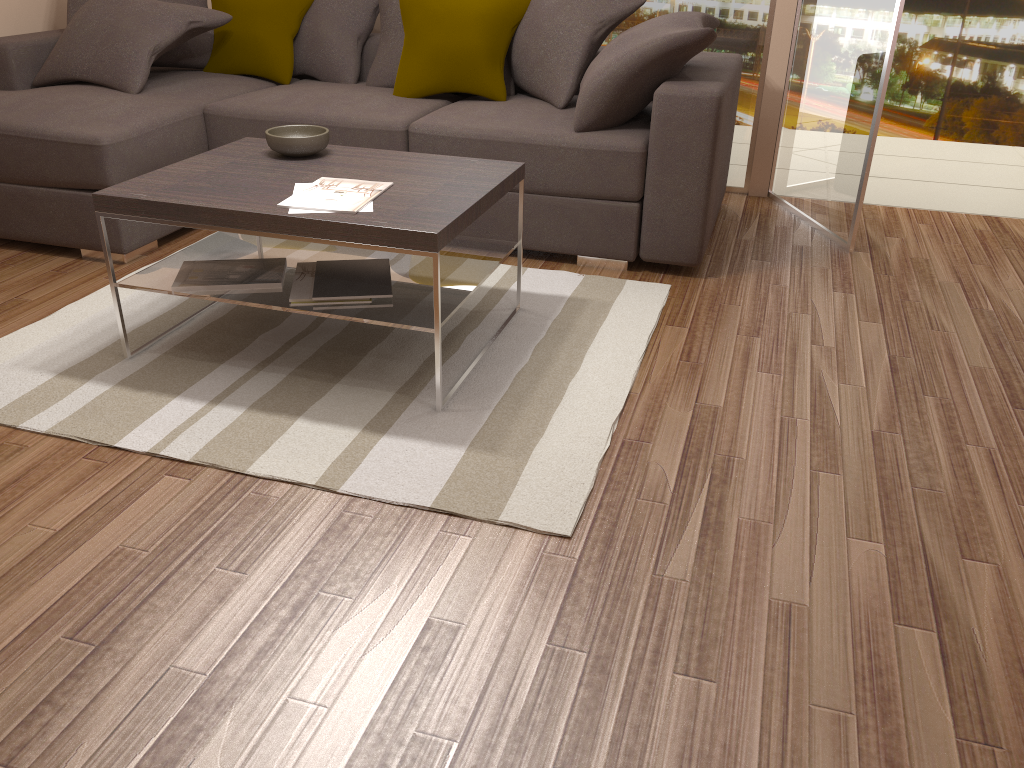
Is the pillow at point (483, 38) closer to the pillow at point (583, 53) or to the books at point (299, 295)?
the pillow at point (583, 53)

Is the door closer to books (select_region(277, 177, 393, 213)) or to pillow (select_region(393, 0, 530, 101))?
pillow (select_region(393, 0, 530, 101))

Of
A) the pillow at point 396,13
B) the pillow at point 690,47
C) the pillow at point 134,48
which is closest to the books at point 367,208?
the pillow at point 690,47

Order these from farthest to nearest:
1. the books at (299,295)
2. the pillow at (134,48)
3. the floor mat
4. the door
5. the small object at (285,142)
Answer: the pillow at (134,48) < the door < the small object at (285,142) < the books at (299,295) < the floor mat

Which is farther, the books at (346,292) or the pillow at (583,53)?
the pillow at (583,53)

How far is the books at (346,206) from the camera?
2.6m

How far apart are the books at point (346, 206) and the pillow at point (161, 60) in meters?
2.3

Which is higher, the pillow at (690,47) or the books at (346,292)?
the pillow at (690,47)

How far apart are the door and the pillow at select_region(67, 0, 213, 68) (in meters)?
3.02

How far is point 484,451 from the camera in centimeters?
245cm
